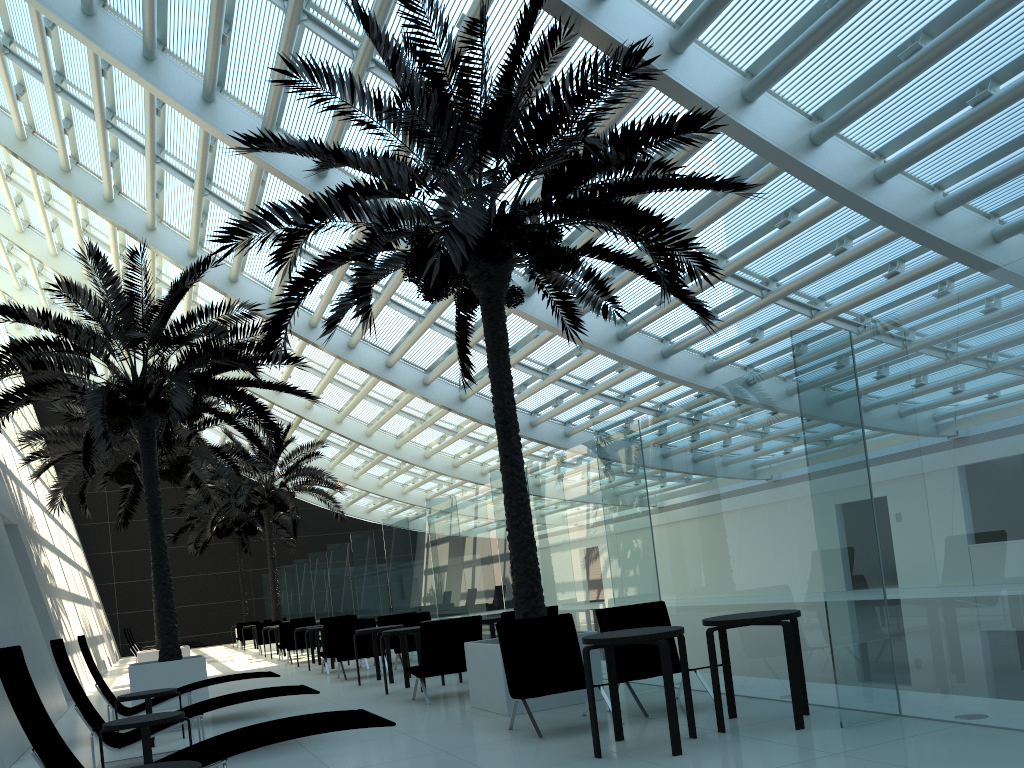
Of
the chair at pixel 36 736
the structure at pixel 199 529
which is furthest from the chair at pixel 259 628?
the chair at pixel 36 736

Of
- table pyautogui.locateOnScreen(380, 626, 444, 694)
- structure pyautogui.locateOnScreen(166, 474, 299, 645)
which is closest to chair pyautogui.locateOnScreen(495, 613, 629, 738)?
table pyautogui.locateOnScreen(380, 626, 444, 694)

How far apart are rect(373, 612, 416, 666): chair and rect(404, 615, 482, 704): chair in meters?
5.2

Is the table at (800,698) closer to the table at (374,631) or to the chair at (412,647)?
the table at (374,631)

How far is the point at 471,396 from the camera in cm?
2138

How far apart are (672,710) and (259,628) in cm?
2049

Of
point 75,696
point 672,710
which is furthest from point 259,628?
point 672,710

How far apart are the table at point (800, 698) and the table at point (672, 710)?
0.2m

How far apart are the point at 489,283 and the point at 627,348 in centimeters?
756cm

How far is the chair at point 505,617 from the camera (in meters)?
9.41
